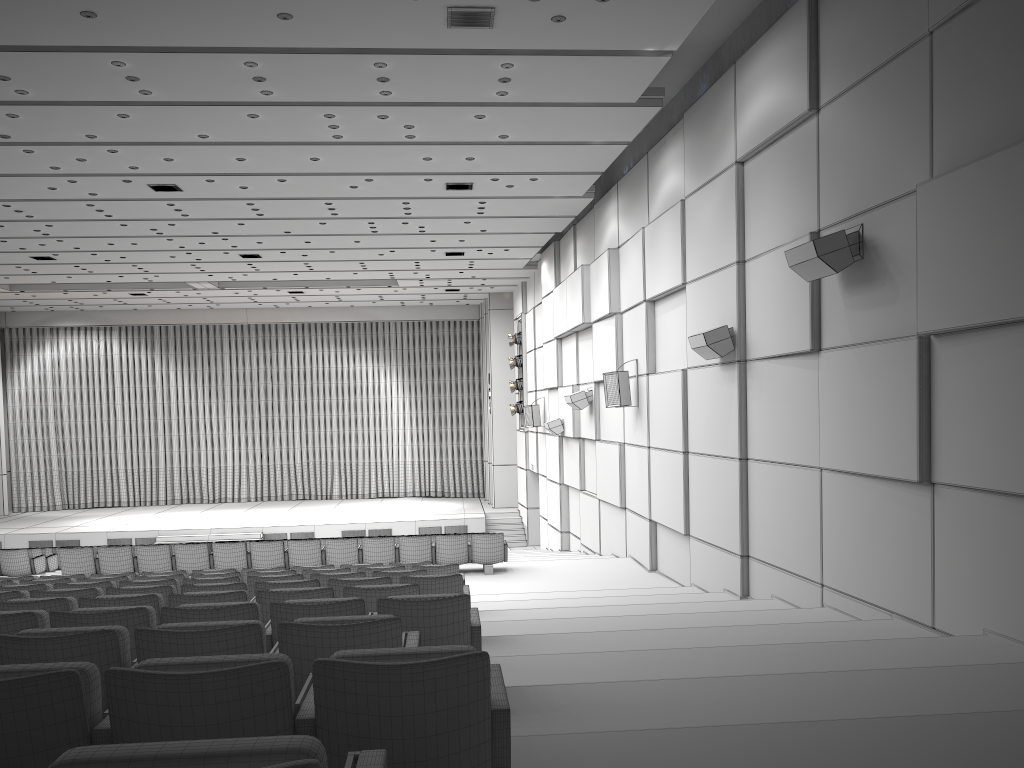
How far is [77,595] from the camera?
6.5 meters

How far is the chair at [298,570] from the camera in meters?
9.9 m

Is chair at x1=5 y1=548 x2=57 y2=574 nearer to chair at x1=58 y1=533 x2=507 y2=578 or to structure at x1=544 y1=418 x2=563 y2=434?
chair at x1=58 y1=533 x2=507 y2=578

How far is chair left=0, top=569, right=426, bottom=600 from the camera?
7.60m

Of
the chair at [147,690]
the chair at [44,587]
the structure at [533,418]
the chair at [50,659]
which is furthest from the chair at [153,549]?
the chair at [147,690]

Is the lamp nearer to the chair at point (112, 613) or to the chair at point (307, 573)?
the chair at point (307, 573)

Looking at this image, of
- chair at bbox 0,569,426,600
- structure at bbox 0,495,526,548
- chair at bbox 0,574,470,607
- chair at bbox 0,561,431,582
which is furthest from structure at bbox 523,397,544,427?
chair at bbox 0,574,470,607

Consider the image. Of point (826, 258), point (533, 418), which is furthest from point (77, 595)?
point (533, 418)

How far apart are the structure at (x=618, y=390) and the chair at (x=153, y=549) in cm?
263

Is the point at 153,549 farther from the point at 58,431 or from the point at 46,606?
the point at 58,431
